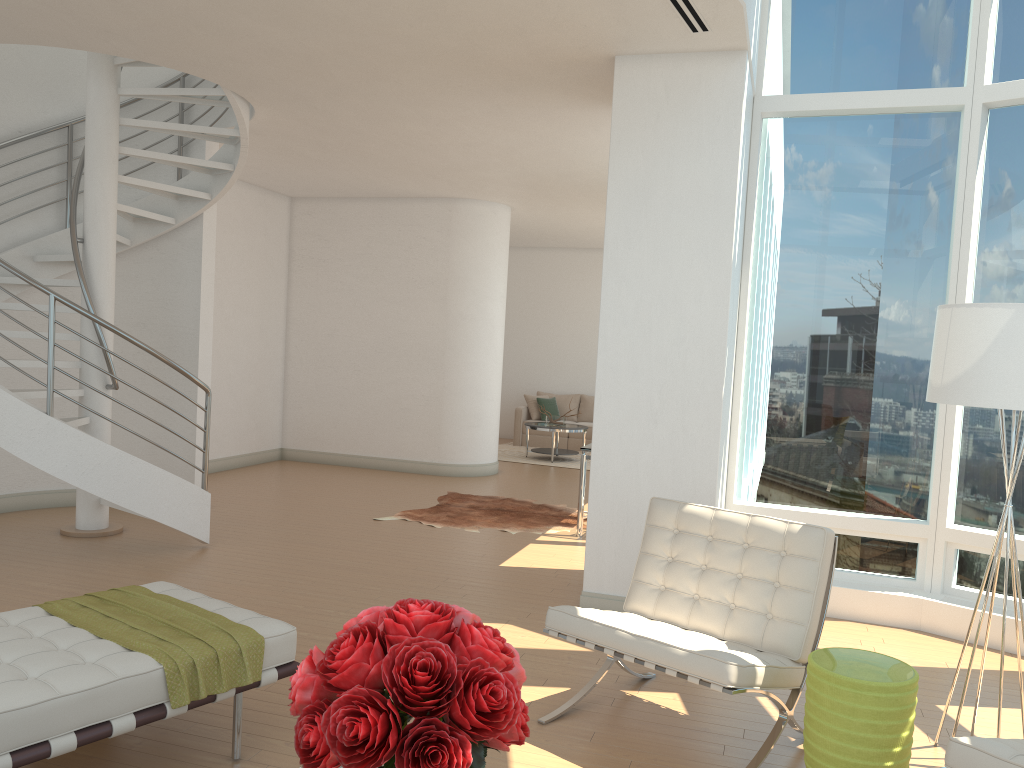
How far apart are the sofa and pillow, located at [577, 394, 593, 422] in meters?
0.6 m

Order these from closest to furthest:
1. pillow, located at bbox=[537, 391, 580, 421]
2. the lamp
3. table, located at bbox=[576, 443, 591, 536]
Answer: the lamp → table, located at bbox=[576, 443, 591, 536] → pillow, located at bbox=[537, 391, 580, 421]

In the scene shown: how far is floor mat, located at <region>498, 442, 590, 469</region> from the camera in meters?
12.8

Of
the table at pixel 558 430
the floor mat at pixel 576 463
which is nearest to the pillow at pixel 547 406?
the floor mat at pixel 576 463

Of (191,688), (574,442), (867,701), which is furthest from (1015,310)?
(574,442)

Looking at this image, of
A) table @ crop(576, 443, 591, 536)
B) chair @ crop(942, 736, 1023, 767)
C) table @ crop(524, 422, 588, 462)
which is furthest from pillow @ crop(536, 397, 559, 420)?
chair @ crop(942, 736, 1023, 767)

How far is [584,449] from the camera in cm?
770

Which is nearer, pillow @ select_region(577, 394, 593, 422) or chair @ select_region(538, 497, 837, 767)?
chair @ select_region(538, 497, 837, 767)

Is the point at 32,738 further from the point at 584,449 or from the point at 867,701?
the point at 584,449

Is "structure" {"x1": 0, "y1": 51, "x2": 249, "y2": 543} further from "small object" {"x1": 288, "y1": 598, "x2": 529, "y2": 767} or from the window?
"small object" {"x1": 288, "y1": 598, "x2": 529, "y2": 767}
